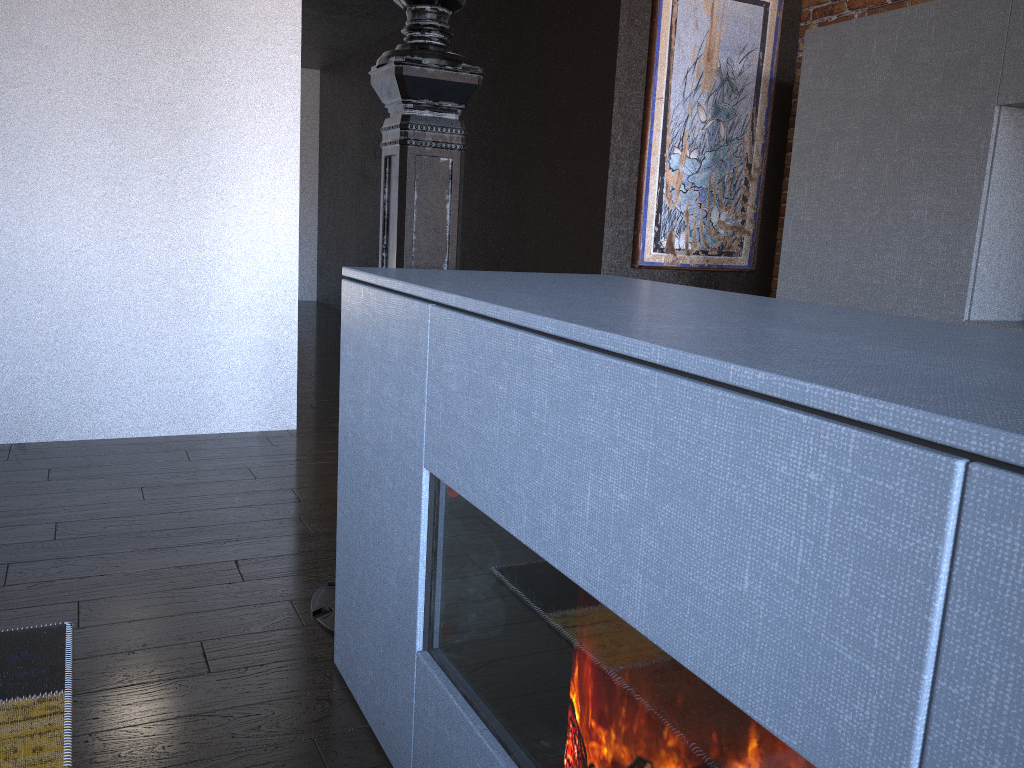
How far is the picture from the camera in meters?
4.3

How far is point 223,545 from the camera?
2.5m

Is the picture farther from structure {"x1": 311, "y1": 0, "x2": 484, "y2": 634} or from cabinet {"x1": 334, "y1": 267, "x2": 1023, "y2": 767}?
cabinet {"x1": 334, "y1": 267, "x2": 1023, "y2": 767}

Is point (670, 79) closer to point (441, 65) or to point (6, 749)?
point (441, 65)

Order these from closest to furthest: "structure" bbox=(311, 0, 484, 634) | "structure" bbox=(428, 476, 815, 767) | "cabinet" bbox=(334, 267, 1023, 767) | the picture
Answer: "cabinet" bbox=(334, 267, 1023, 767)
"structure" bbox=(428, 476, 815, 767)
"structure" bbox=(311, 0, 484, 634)
the picture

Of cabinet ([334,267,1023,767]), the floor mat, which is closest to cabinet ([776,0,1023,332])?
cabinet ([334,267,1023,767])

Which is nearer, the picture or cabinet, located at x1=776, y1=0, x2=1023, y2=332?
cabinet, located at x1=776, y1=0, x2=1023, y2=332

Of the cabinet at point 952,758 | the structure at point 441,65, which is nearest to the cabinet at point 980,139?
the cabinet at point 952,758

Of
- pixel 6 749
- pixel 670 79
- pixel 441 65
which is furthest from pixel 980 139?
pixel 6 749

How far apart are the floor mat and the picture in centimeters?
319cm
